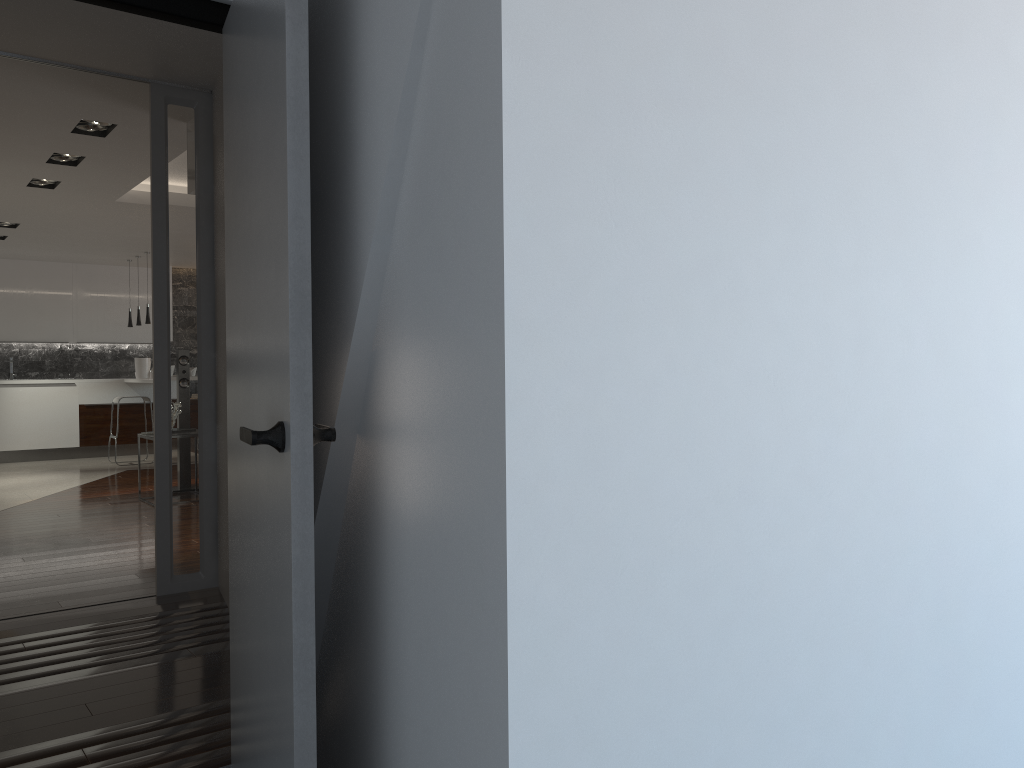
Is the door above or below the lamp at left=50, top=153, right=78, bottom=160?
below

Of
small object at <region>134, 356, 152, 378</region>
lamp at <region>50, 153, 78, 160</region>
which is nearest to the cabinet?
small object at <region>134, 356, 152, 378</region>

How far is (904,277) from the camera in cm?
153

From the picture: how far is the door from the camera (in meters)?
1.67

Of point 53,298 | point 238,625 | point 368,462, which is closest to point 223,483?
point 238,625

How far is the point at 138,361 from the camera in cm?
1215

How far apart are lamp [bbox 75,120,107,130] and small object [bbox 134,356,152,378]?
7.4m

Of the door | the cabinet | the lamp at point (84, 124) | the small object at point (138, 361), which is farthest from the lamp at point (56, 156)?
the small object at point (138, 361)

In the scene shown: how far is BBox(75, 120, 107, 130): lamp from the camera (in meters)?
5.31

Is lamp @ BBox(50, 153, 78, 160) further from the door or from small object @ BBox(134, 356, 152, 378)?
small object @ BBox(134, 356, 152, 378)
